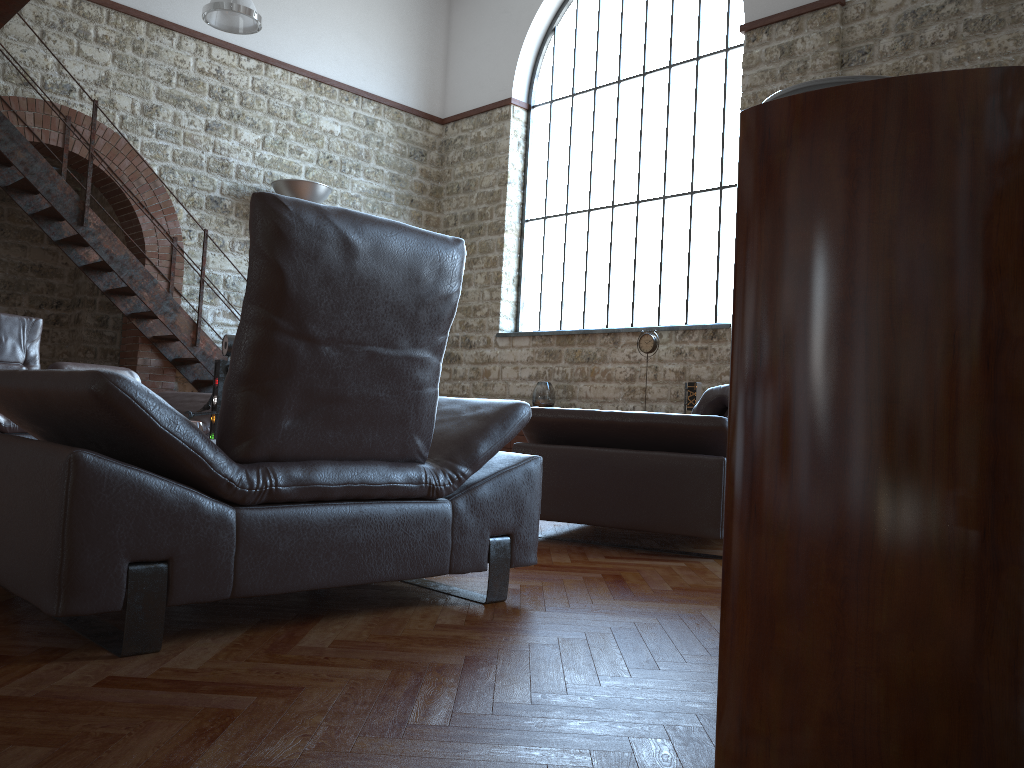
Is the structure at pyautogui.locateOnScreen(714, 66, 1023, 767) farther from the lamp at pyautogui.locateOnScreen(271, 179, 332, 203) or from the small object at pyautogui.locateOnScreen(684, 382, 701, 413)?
the lamp at pyautogui.locateOnScreen(271, 179, 332, 203)

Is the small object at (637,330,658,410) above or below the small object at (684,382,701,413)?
above

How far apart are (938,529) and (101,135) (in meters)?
8.94

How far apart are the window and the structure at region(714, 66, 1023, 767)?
7.4 meters

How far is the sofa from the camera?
5.8m

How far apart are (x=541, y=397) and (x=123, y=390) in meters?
7.5 m

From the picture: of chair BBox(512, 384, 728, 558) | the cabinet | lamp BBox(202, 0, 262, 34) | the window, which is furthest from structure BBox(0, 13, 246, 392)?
chair BBox(512, 384, 728, 558)

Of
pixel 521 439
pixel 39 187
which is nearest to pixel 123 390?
pixel 39 187

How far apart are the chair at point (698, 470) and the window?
4.7 meters

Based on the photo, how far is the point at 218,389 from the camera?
4.0m
